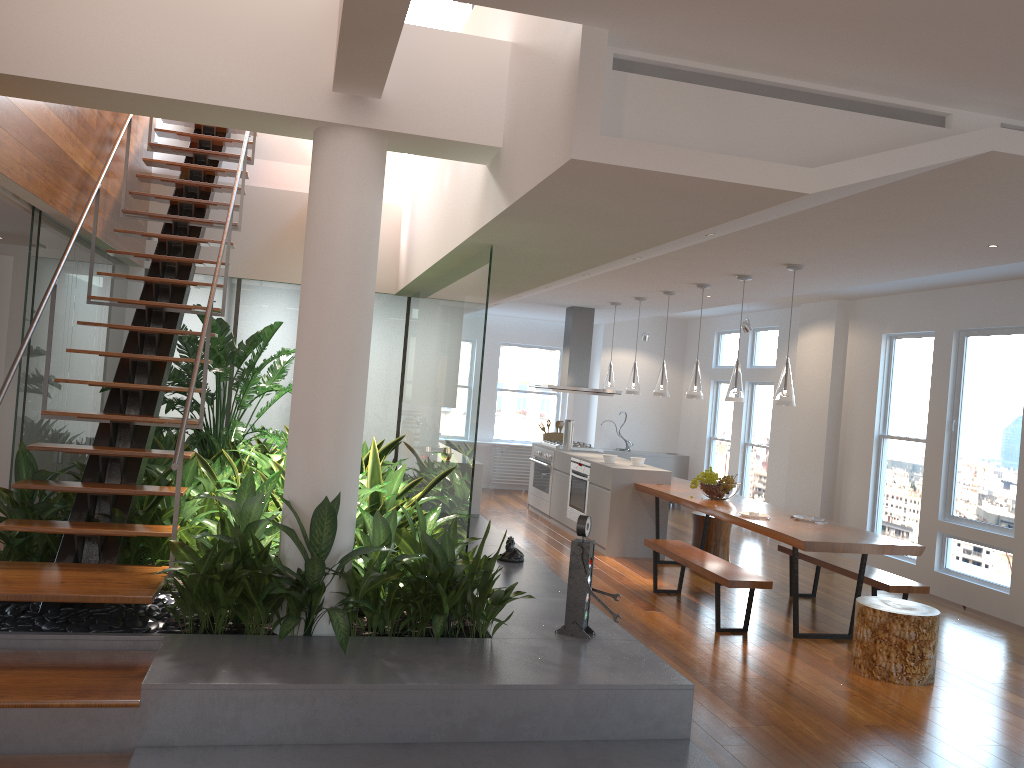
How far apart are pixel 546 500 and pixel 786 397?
4.6 meters

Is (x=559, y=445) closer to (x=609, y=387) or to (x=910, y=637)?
(x=609, y=387)

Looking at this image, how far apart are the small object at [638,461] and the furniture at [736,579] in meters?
1.8 m

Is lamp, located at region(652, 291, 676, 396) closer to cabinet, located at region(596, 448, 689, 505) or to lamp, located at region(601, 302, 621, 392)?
lamp, located at region(601, 302, 621, 392)

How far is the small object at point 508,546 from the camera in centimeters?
574cm

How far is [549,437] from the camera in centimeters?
1107cm

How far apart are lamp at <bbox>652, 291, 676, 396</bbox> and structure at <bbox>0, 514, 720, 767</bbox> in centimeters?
212cm

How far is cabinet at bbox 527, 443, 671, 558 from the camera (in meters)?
8.32

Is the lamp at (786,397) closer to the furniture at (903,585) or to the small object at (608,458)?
the furniture at (903,585)

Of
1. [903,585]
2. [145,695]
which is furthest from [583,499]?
[145,695]
